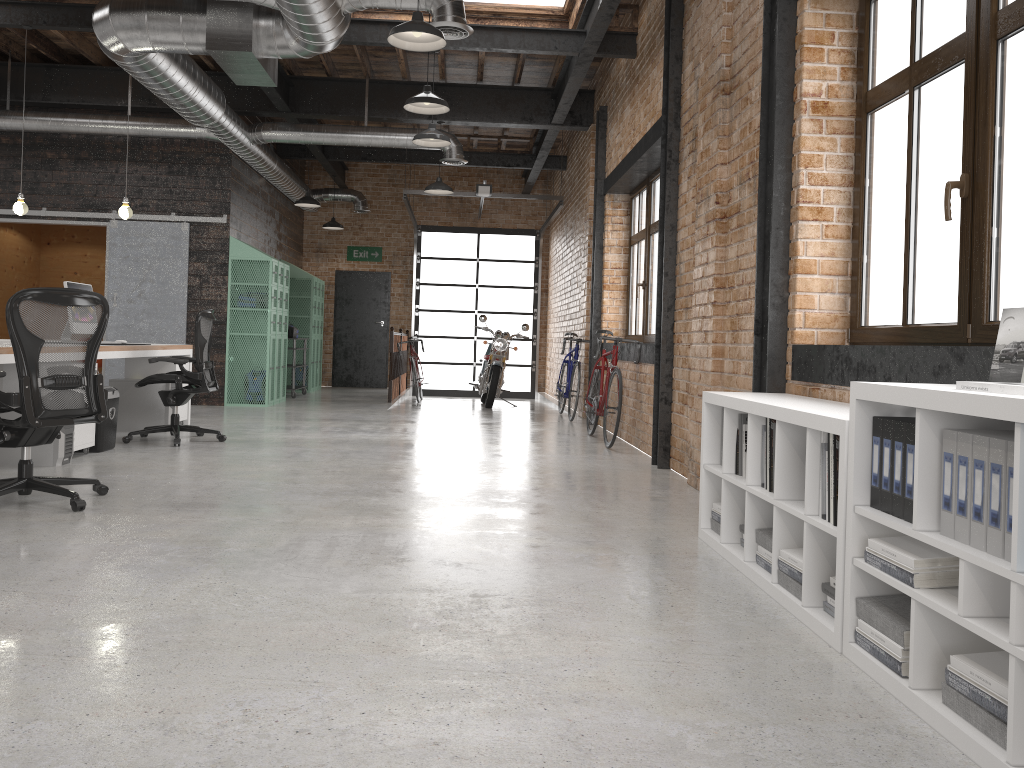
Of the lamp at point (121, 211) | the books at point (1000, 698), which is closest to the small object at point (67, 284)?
the lamp at point (121, 211)

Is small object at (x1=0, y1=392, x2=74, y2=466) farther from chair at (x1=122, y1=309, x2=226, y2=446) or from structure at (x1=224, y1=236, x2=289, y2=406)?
structure at (x1=224, y1=236, x2=289, y2=406)

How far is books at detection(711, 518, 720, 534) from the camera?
4.0 meters

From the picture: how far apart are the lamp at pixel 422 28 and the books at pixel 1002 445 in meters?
4.2

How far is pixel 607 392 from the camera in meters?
7.7

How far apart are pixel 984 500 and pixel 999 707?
0.4 meters

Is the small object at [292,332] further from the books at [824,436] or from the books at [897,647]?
the books at [897,647]

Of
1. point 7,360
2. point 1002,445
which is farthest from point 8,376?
point 1002,445

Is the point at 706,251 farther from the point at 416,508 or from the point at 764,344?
the point at 416,508

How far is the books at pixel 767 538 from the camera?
3.4m
